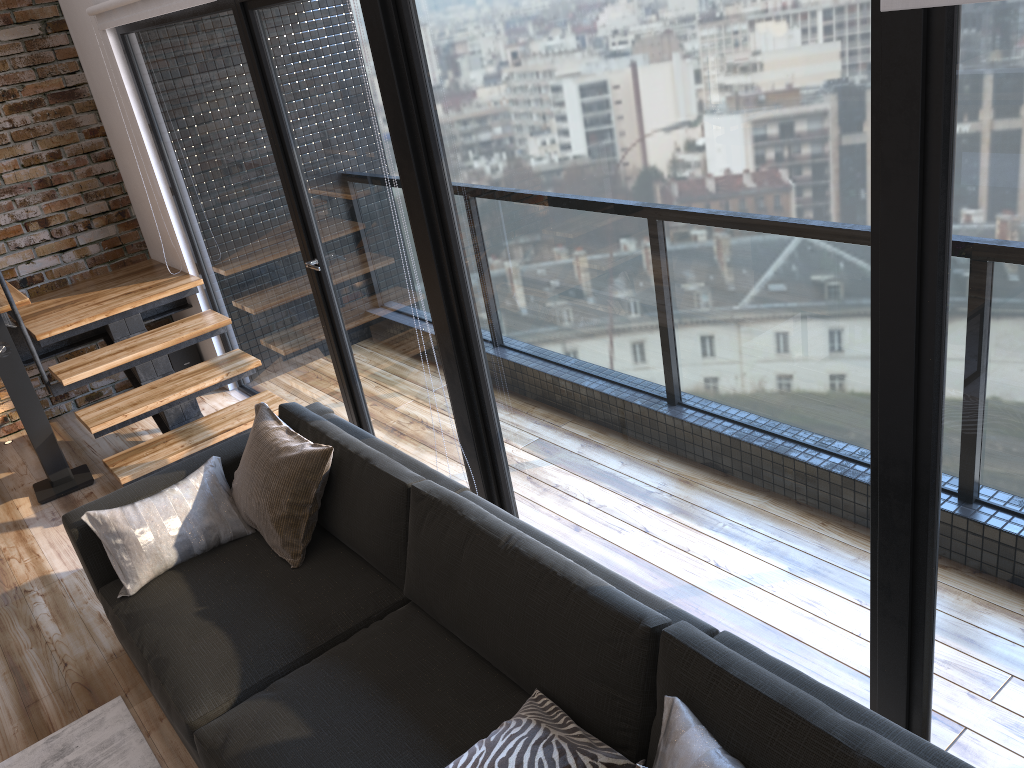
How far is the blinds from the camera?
1.38m

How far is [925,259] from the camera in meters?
1.6

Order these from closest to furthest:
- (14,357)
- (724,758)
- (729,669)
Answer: (724,758), (729,669), (14,357)

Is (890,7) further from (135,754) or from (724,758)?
(135,754)

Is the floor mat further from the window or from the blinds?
the blinds

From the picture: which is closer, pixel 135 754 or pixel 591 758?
pixel 591 758

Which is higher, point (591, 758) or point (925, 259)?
point (925, 259)

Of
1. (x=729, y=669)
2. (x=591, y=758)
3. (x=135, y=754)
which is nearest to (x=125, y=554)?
(x=135, y=754)

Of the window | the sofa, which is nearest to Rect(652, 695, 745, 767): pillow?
the sofa

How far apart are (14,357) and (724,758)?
3.89m
